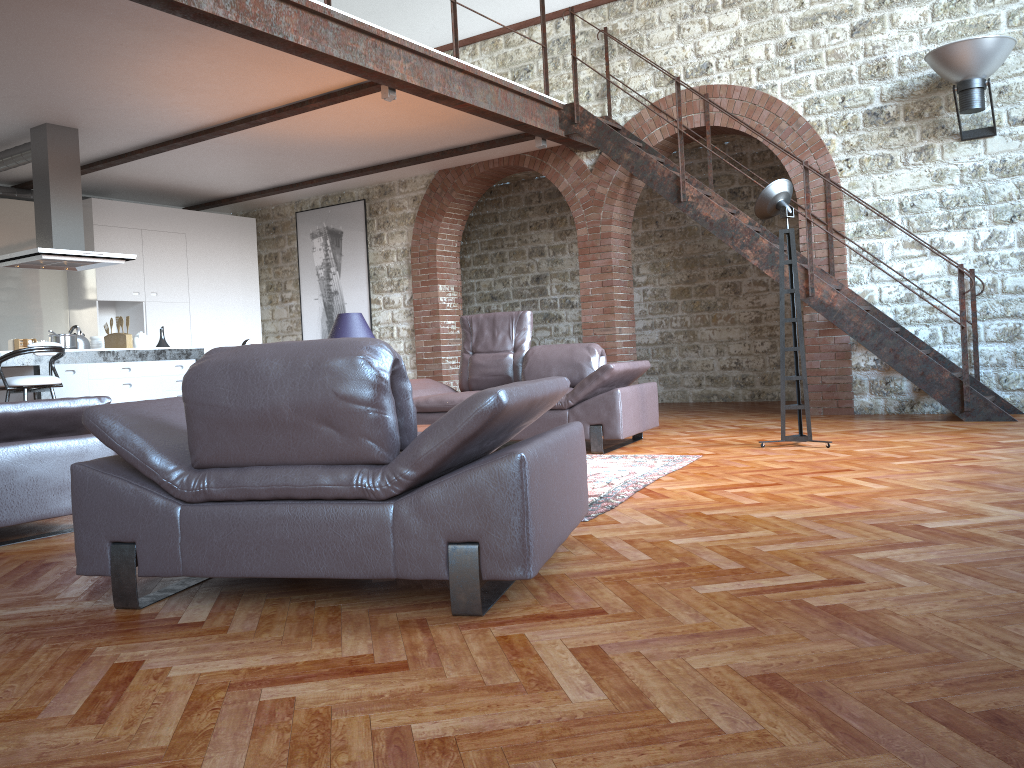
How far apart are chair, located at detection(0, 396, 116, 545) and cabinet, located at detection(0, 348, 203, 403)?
3.6 meters

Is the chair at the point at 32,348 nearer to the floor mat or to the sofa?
the sofa

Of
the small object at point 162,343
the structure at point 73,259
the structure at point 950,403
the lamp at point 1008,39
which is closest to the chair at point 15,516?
the structure at point 73,259

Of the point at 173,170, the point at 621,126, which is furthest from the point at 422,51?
the point at 173,170

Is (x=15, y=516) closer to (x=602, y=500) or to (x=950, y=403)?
(x=602, y=500)

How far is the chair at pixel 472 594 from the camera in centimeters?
234cm

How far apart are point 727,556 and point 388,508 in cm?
116

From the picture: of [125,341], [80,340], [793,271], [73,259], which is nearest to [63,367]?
[80,340]

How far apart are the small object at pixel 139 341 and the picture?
3.2 meters

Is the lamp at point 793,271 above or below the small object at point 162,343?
above
